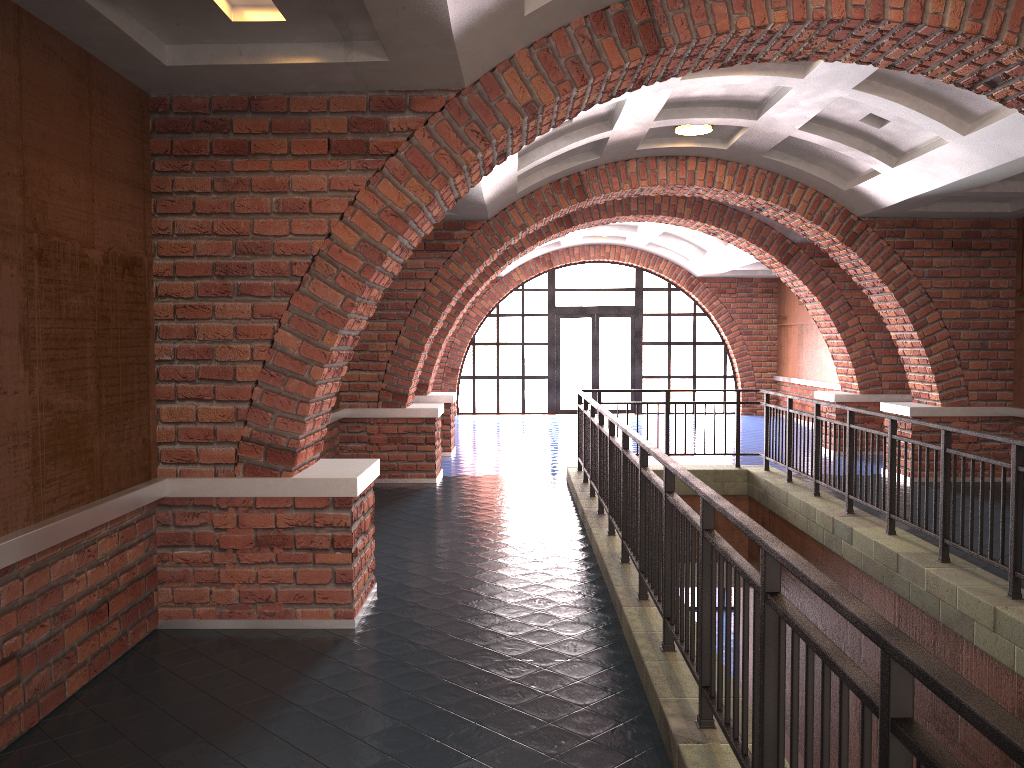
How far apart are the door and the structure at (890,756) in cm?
930

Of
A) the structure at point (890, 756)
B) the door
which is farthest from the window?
the structure at point (890, 756)

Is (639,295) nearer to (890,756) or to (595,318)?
(595,318)

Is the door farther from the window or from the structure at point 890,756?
the structure at point 890,756

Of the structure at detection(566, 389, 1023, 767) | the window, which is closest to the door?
the window

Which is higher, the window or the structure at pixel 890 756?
the window

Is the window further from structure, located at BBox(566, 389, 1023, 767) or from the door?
structure, located at BBox(566, 389, 1023, 767)

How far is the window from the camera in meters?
19.6

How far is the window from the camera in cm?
1964

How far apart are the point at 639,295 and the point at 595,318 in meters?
1.1
